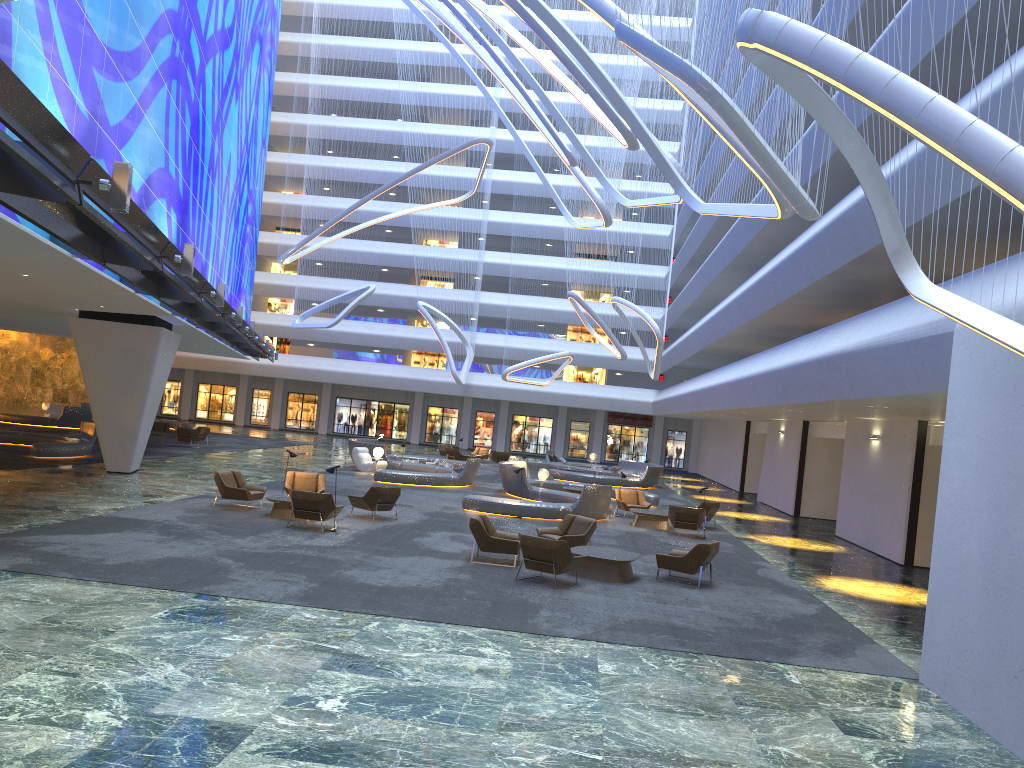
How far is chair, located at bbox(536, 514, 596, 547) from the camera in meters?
16.5 m

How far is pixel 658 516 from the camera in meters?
23.0

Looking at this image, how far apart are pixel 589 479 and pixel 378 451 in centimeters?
1013cm

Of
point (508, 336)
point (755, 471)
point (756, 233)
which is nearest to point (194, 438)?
point (508, 336)

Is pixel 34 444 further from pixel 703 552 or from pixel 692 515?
pixel 703 552

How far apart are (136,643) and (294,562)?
4.92m

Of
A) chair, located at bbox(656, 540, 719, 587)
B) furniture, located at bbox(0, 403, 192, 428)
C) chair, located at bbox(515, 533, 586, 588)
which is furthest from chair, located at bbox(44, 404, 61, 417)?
chair, located at bbox(656, 540, 719, 587)

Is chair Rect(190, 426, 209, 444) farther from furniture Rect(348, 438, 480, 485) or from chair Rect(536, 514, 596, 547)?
chair Rect(536, 514, 596, 547)

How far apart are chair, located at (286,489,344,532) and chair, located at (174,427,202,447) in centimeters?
2007cm

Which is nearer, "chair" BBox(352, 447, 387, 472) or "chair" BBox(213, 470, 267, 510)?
"chair" BBox(213, 470, 267, 510)
